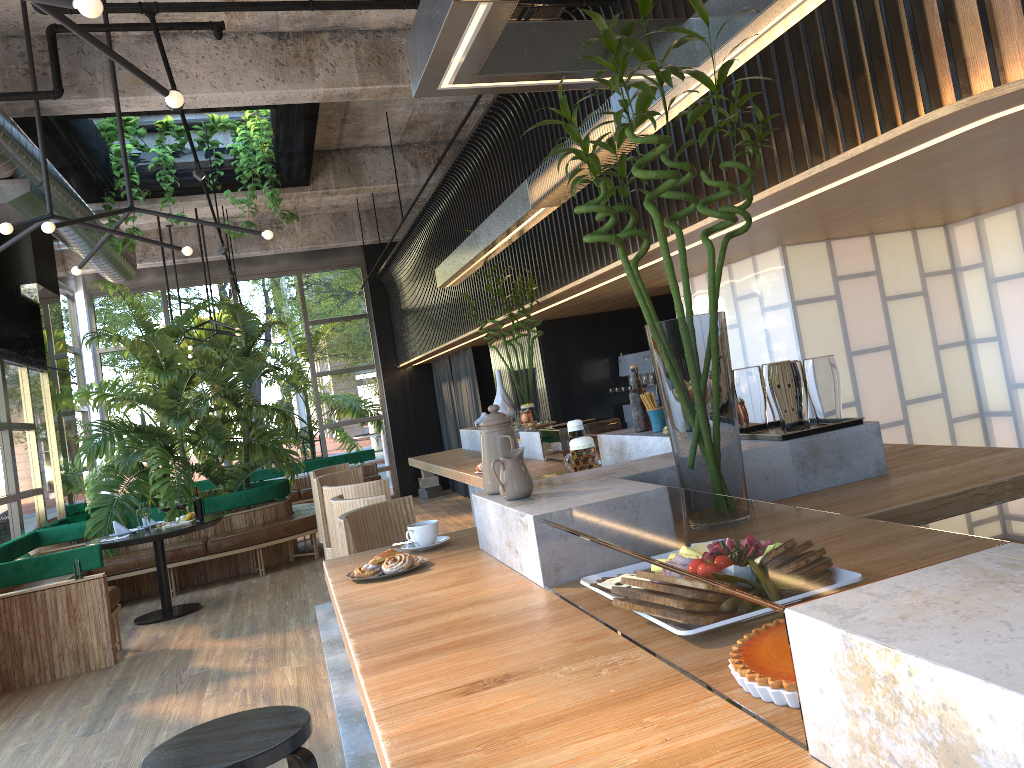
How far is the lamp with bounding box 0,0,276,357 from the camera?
2.3m

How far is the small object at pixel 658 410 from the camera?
3.5 meters

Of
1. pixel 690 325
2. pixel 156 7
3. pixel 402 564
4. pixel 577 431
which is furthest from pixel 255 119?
pixel 690 325

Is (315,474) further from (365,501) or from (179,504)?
(365,501)

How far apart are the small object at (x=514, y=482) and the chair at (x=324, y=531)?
3.40m

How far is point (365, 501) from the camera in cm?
370

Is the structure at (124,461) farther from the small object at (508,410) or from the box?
the small object at (508,410)

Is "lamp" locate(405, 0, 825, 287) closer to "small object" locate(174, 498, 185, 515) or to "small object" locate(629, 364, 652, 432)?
"small object" locate(629, 364, 652, 432)

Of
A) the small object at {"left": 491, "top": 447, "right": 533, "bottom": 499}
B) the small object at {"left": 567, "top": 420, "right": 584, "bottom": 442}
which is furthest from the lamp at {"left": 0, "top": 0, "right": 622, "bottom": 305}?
the small object at {"left": 491, "top": 447, "right": 533, "bottom": 499}

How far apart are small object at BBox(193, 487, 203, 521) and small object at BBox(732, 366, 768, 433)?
1.6 meters
